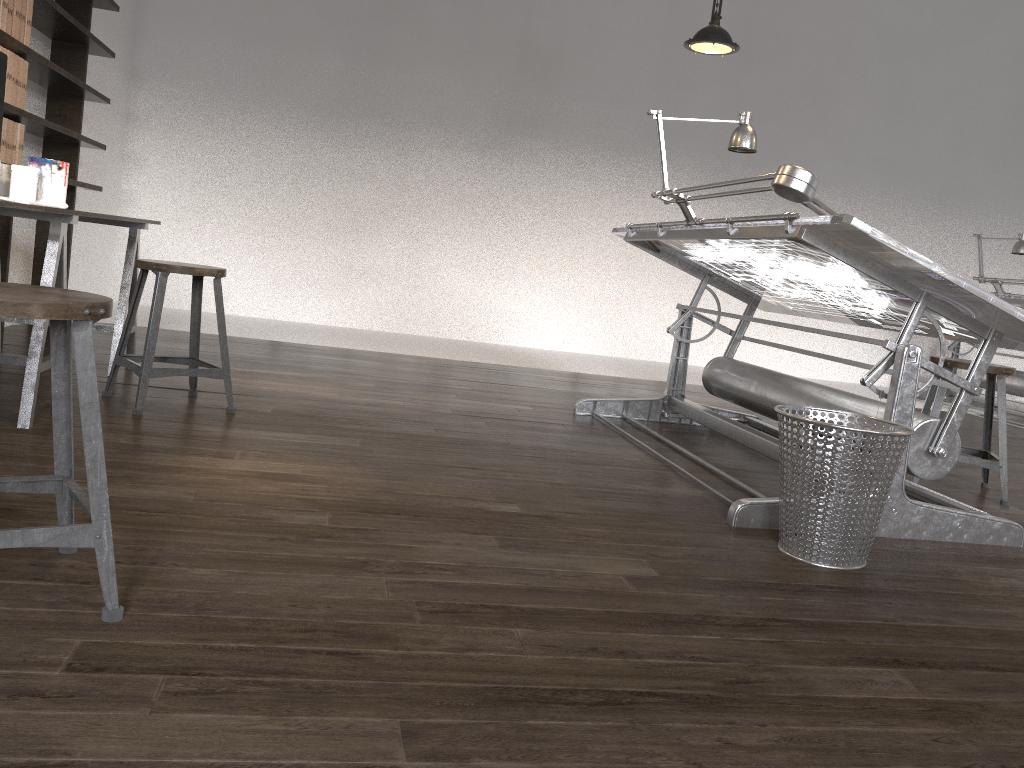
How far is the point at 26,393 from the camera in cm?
265

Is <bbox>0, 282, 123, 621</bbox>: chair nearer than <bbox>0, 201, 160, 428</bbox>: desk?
Yes

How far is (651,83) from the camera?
7.4m

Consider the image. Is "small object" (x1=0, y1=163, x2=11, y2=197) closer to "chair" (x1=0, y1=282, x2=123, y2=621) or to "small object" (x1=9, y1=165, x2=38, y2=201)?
"small object" (x1=9, y1=165, x2=38, y2=201)

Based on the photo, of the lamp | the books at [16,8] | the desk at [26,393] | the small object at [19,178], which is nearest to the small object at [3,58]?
the small object at [19,178]

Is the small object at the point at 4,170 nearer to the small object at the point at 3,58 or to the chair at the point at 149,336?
the small object at the point at 3,58

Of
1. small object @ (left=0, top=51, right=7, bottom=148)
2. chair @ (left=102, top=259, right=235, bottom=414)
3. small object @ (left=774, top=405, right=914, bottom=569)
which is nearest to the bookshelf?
small object @ (left=0, top=51, right=7, bottom=148)

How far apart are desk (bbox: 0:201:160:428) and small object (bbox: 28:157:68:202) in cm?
23

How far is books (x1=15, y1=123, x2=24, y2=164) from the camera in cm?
389

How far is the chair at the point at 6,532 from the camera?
1.4 meters
